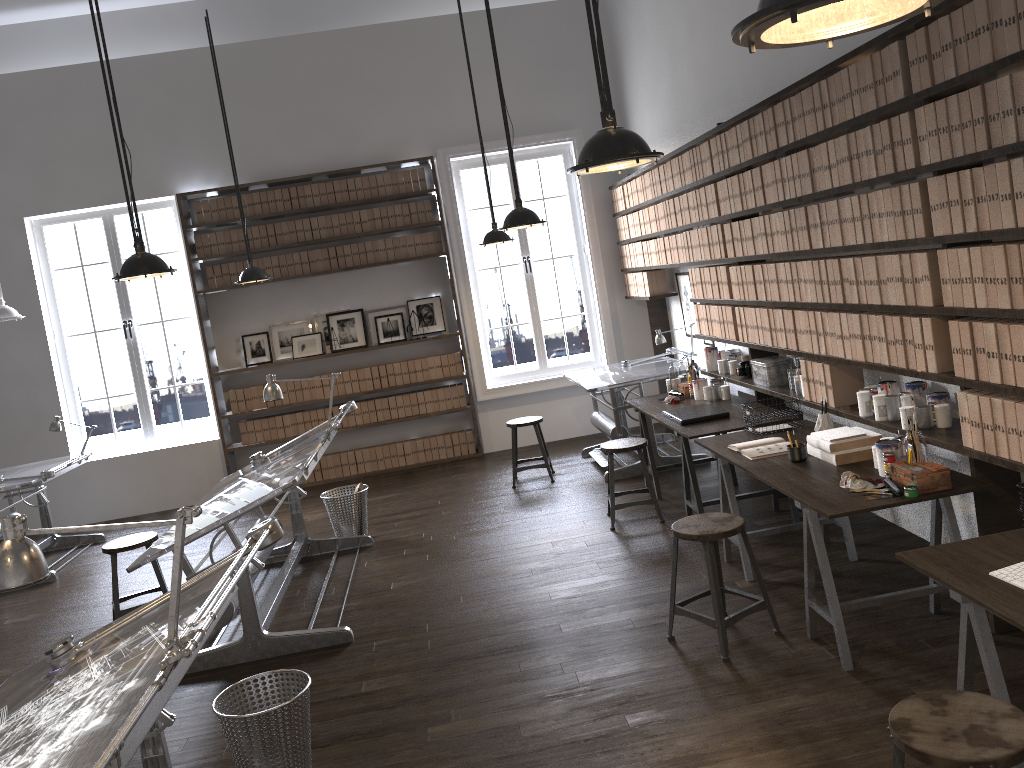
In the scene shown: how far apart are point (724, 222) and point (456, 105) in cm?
342

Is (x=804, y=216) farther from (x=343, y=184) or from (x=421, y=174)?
(x=343, y=184)

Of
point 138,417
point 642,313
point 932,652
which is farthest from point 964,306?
point 138,417

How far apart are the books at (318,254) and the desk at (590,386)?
2.70m

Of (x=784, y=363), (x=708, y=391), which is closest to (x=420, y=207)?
(x=708, y=391)

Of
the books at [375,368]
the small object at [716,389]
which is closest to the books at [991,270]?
the small object at [716,389]

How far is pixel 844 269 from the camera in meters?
4.2

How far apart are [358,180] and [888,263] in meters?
5.9

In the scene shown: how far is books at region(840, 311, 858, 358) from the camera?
4.3m

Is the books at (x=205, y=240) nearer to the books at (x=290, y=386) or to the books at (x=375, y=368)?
the books at (x=290, y=386)
